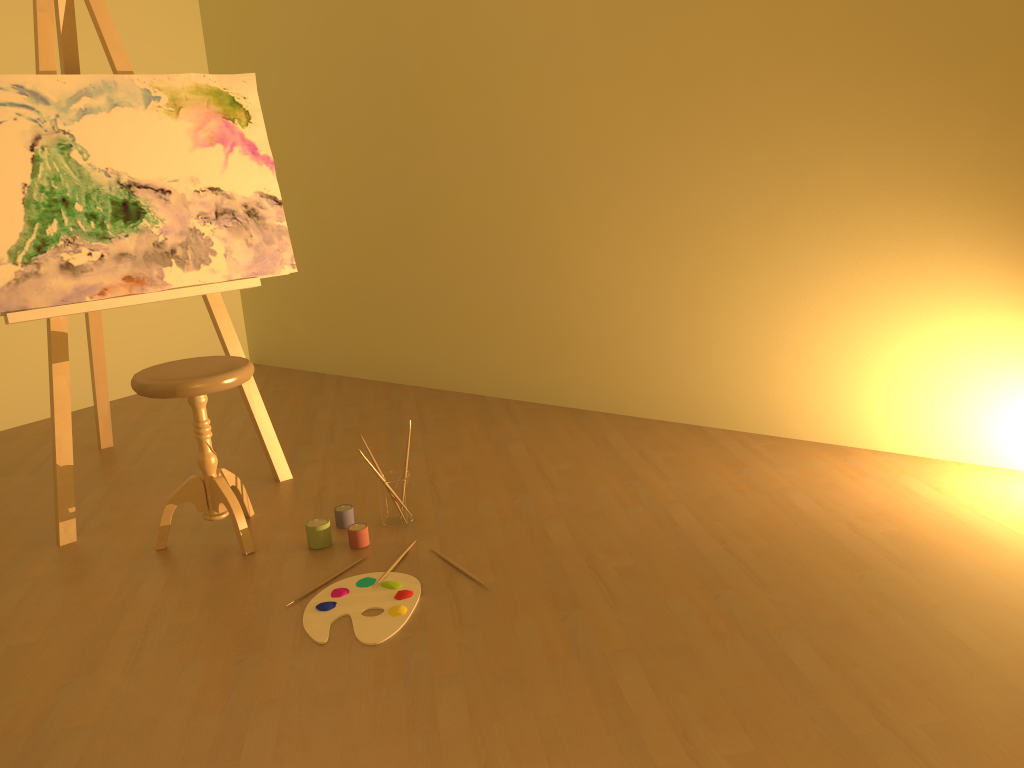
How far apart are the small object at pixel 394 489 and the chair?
0.41m

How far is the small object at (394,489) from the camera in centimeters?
274cm

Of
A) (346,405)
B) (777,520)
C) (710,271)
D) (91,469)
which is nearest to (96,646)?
(91,469)

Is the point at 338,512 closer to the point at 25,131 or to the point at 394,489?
the point at 394,489

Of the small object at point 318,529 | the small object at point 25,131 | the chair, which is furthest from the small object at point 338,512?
the small object at point 25,131

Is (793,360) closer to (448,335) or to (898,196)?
(898,196)

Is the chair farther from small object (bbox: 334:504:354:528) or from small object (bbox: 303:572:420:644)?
small object (bbox: 303:572:420:644)

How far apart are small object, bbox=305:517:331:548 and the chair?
0.2m

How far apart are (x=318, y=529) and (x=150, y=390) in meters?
0.6 m

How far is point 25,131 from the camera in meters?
2.7
